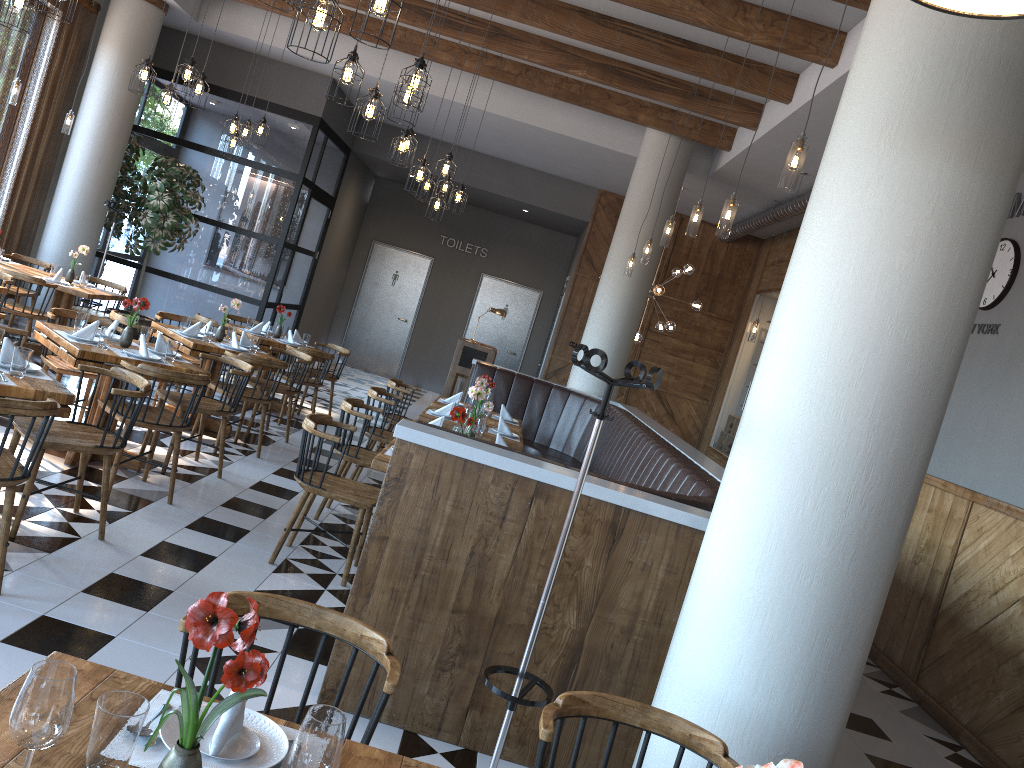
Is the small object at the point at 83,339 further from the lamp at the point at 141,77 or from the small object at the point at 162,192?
the small object at the point at 162,192

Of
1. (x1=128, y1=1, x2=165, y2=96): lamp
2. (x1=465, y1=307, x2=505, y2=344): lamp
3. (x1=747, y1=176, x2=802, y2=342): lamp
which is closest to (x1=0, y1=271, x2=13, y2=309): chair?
(x1=128, y1=1, x2=165, y2=96): lamp

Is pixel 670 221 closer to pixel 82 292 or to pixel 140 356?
pixel 140 356

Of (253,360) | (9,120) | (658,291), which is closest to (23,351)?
(253,360)

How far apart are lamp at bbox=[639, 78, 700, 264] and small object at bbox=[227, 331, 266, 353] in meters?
3.7

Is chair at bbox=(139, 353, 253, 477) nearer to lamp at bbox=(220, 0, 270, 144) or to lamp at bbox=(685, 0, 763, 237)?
lamp at bbox=(685, 0, 763, 237)

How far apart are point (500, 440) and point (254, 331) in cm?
423

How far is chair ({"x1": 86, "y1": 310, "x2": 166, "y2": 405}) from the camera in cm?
693

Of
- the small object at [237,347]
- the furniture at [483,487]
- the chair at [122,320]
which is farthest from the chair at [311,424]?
the chair at [122,320]

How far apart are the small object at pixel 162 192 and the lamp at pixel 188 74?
3.5 meters
